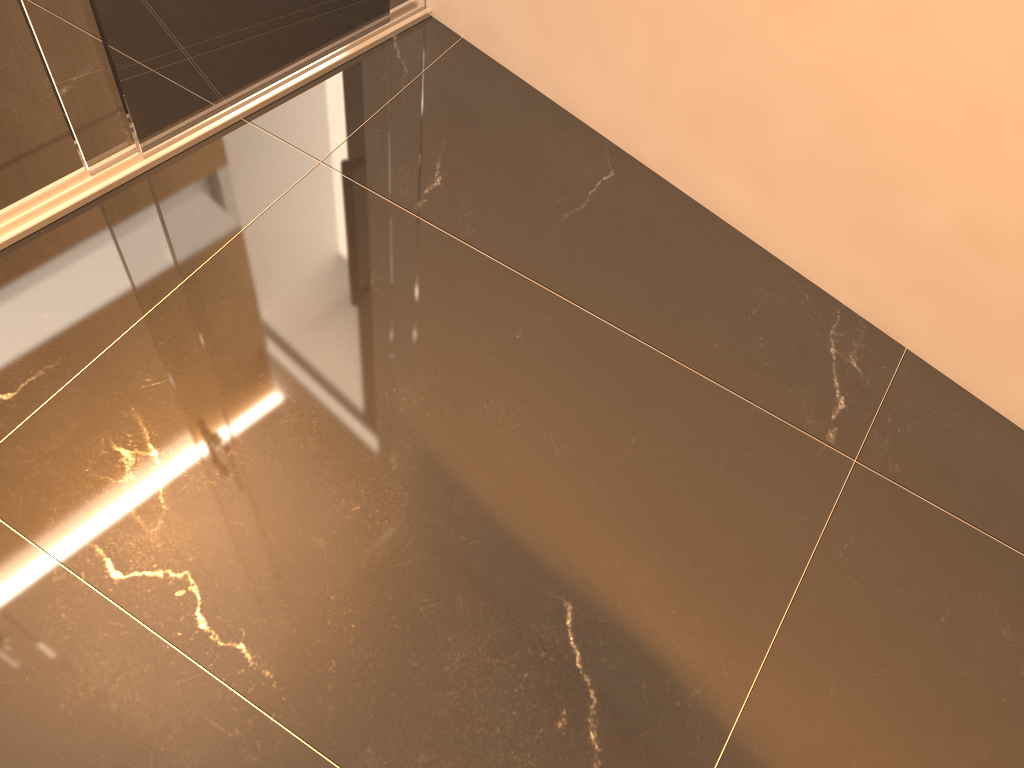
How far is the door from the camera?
1.63m

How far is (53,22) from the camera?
1.6 meters

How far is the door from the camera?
1.6 meters
